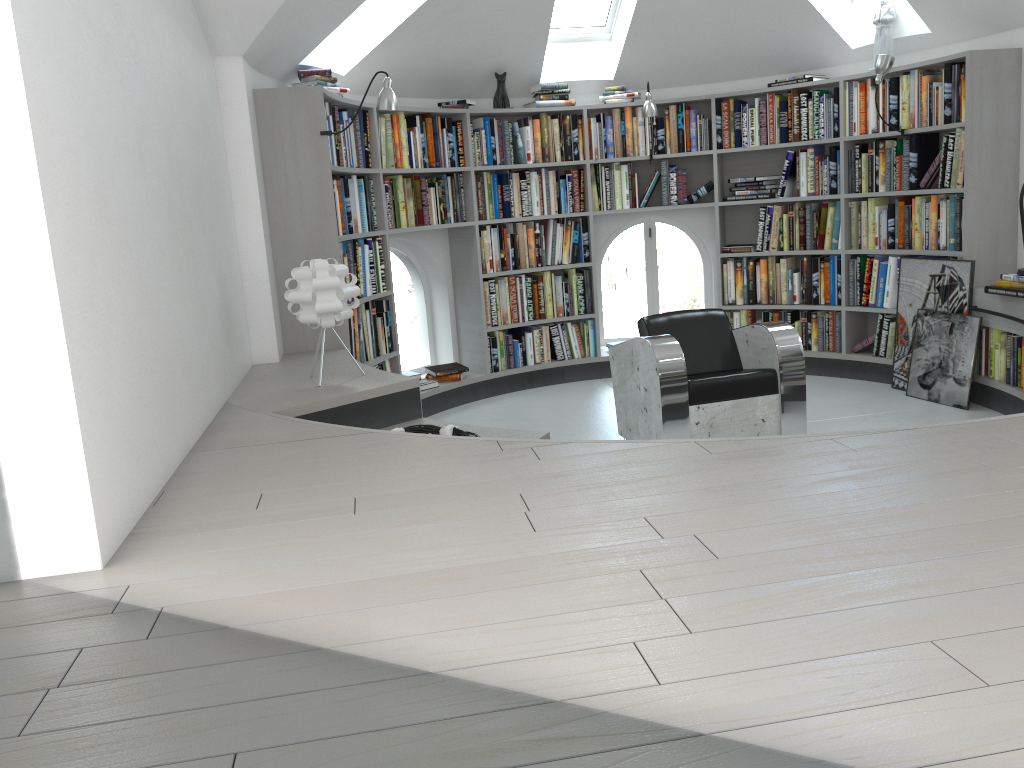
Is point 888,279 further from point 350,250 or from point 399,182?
point 350,250

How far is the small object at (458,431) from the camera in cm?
337

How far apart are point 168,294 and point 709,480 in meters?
1.7

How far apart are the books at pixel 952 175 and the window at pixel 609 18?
2.0m

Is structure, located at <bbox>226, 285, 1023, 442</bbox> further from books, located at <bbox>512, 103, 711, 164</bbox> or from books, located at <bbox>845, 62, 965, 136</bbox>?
books, located at <bbox>512, 103, 711, 164</bbox>

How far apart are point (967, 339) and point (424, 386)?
3.40m

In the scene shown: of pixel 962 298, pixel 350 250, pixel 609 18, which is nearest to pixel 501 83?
pixel 609 18

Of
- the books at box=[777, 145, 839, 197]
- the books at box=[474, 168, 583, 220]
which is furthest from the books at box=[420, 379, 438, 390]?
the books at box=[777, 145, 839, 197]

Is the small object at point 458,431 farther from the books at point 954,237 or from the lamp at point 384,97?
the books at point 954,237

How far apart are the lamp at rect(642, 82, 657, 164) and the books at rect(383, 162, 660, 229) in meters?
0.5 m
